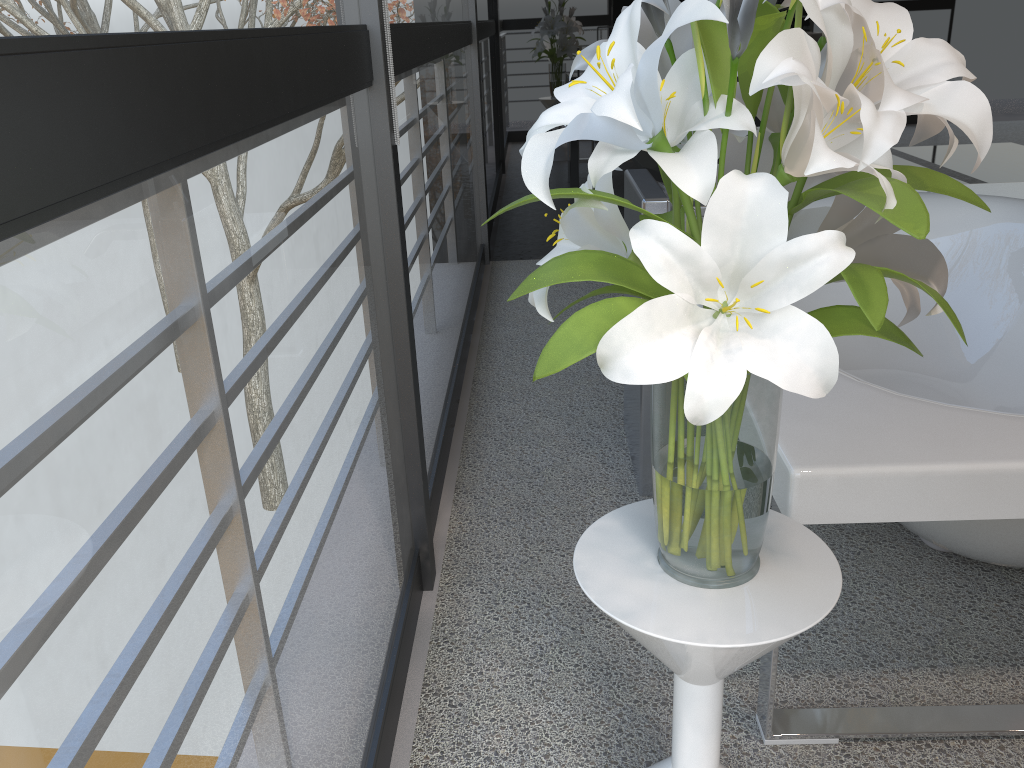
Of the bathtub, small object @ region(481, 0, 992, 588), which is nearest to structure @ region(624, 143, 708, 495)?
the bathtub

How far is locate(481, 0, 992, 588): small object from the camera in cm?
72

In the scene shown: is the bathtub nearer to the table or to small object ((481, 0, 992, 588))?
the table

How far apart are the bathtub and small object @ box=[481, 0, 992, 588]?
0.22m

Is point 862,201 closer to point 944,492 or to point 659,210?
point 944,492

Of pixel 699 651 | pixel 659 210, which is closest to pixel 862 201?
pixel 699 651

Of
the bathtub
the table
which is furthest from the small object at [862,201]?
the bathtub

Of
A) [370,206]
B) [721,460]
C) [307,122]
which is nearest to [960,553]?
[721,460]

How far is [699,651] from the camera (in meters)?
0.93

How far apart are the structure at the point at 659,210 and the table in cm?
88
